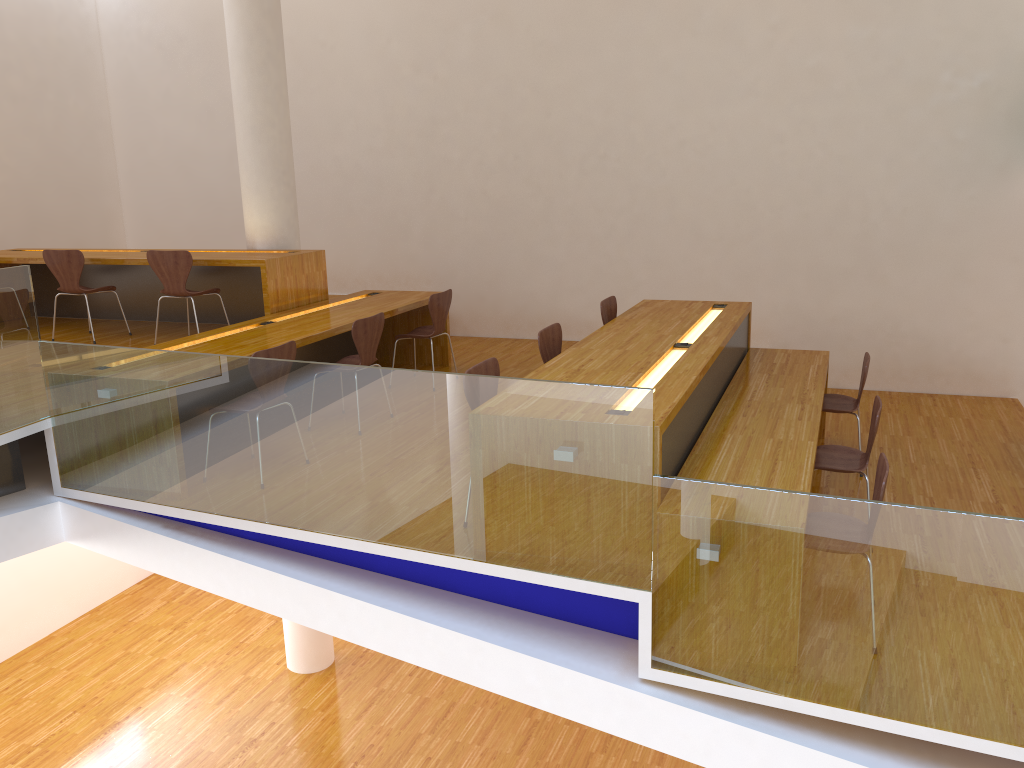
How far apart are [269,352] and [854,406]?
3.47m

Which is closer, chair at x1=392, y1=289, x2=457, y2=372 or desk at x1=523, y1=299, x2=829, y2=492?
desk at x1=523, y1=299, x2=829, y2=492

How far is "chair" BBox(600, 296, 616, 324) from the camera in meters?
5.8 m

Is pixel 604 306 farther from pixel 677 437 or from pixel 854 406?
pixel 677 437

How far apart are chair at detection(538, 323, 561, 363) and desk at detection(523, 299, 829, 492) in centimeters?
16cm

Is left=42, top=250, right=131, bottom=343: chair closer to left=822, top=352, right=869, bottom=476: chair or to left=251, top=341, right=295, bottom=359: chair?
left=251, top=341, right=295, bottom=359: chair

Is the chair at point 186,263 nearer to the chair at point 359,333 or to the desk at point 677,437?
the chair at point 359,333

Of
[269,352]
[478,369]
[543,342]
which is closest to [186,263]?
[269,352]

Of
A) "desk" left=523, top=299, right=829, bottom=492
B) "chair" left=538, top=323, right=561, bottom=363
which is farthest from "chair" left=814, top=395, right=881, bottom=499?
"chair" left=538, top=323, right=561, bottom=363

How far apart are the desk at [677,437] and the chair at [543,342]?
0.2m
